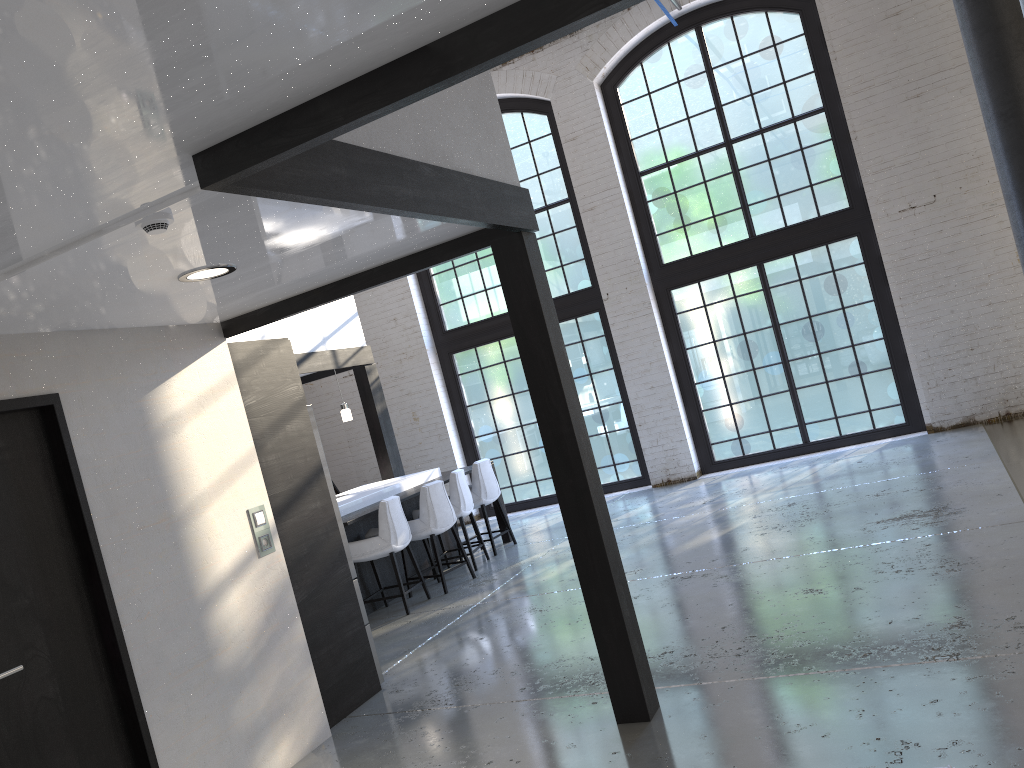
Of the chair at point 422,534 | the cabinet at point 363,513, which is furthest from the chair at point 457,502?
the chair at point 422,534

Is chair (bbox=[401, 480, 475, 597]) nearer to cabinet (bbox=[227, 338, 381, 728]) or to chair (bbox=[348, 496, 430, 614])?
chair (bbox=[348, 496, 430, 614])

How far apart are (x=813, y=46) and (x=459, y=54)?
8.85m

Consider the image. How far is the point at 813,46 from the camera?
9.48m

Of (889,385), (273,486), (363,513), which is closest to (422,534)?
(363,513)

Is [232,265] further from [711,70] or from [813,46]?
[813,46]

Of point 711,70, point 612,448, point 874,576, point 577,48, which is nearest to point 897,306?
point 711,70

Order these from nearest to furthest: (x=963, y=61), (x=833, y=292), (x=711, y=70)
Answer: (x=963, y=61) < (x=833, y=292) < (x=711, y=70)

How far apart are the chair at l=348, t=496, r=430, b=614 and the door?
3.4m

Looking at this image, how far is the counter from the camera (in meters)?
7.73
